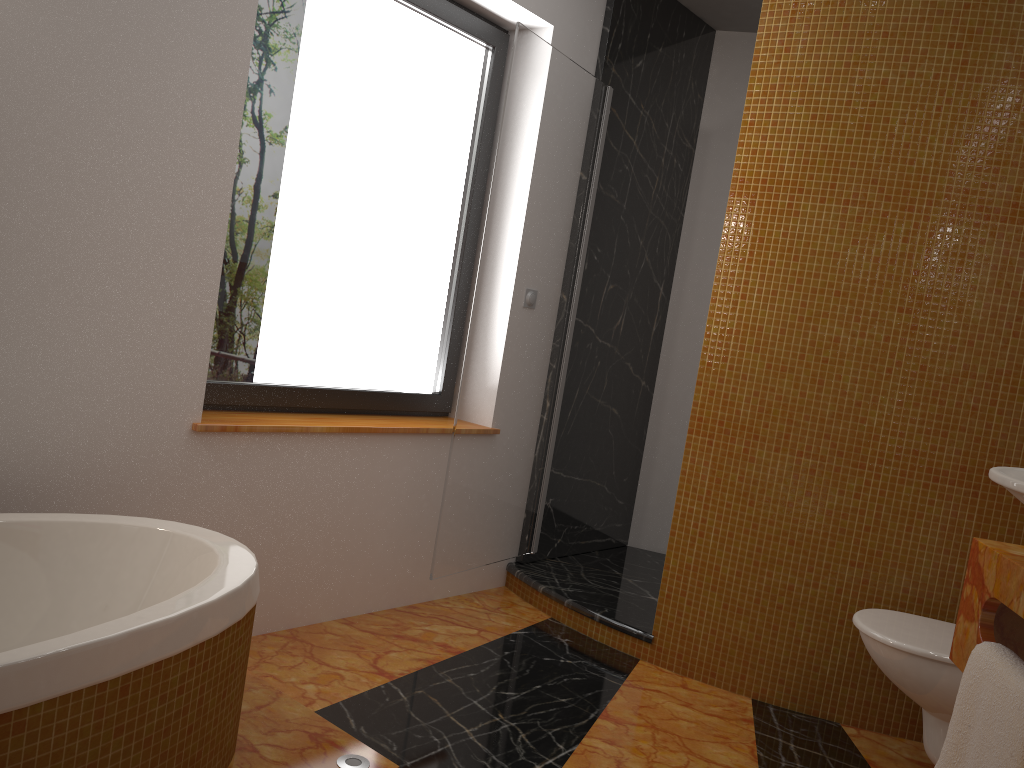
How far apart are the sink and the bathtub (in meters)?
1.27

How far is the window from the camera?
2.64m

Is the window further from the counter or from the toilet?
the counter

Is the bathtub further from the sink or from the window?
the sink

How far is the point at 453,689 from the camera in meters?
2.5 m

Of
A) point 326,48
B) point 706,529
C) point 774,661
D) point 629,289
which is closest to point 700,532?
point 706,529

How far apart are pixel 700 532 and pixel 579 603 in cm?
56

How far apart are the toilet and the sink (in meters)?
1.04

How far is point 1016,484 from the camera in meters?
1.2 m

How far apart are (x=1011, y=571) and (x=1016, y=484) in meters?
0.4 m
